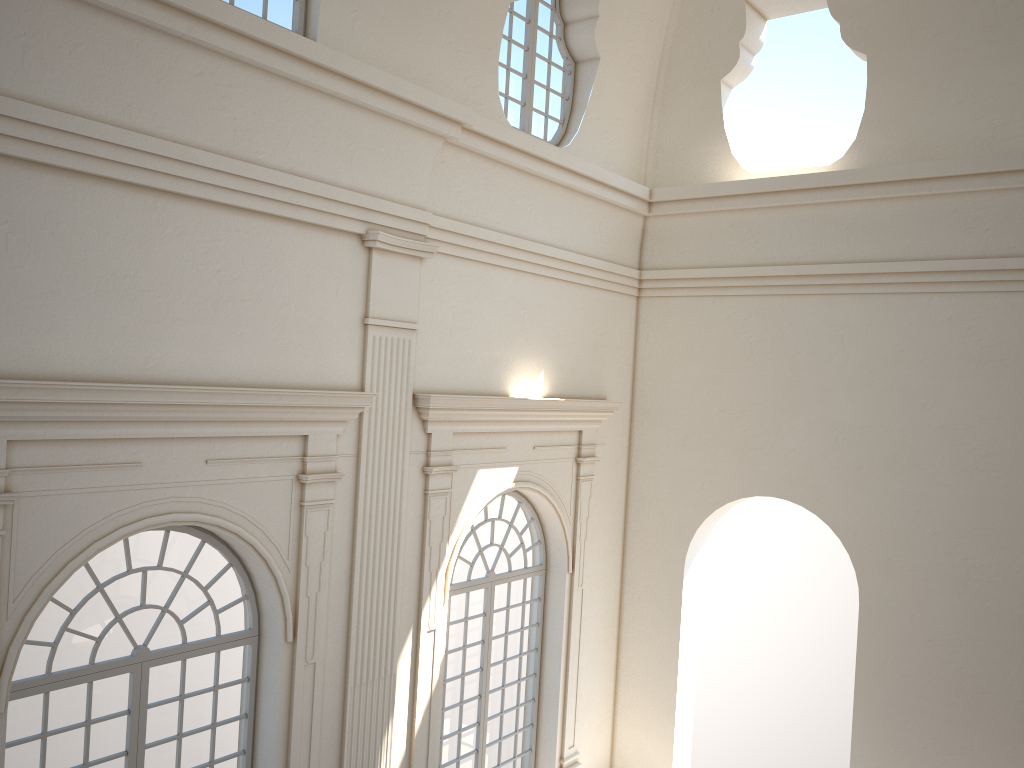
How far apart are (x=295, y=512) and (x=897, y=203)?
7.2m

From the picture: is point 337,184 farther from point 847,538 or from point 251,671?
point 847,538
